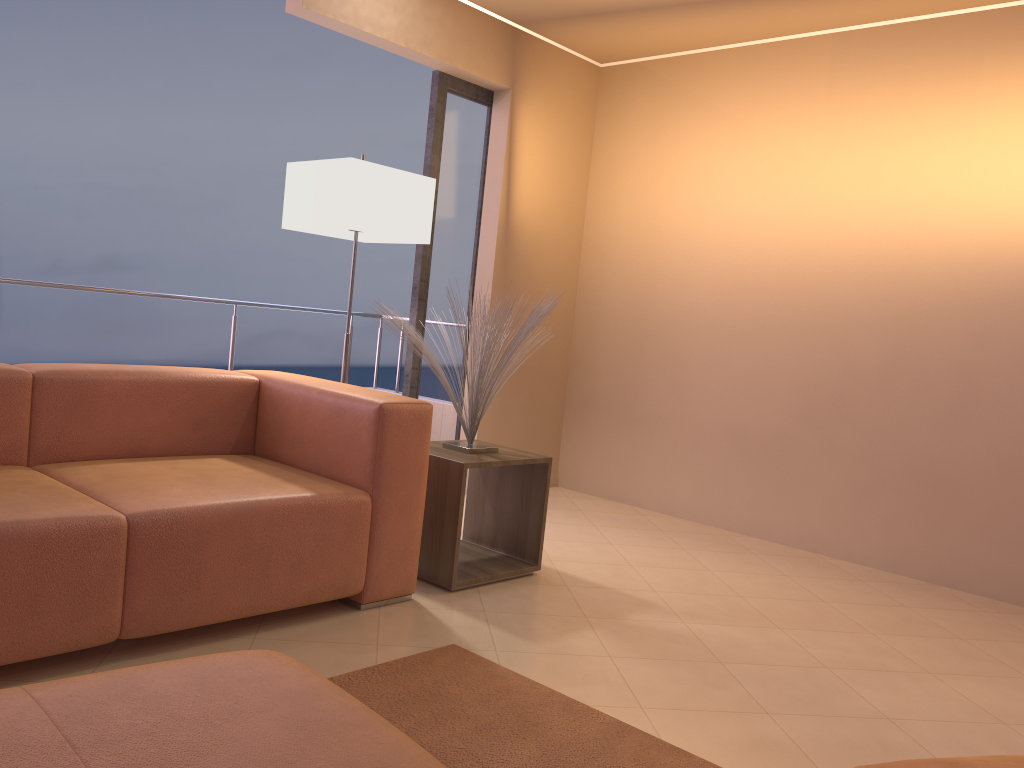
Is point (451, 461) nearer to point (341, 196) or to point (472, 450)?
point (472, 450)

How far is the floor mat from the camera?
1.9m

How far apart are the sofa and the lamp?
0.7 meters

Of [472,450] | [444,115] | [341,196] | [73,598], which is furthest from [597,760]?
[444,115]

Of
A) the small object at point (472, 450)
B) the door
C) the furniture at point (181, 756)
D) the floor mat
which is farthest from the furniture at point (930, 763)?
the door

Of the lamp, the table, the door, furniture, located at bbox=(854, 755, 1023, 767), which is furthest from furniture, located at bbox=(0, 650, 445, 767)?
the door

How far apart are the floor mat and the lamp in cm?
173

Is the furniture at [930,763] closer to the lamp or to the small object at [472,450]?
the small object at [472,450]

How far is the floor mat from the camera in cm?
195

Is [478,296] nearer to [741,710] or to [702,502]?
[702,502]
